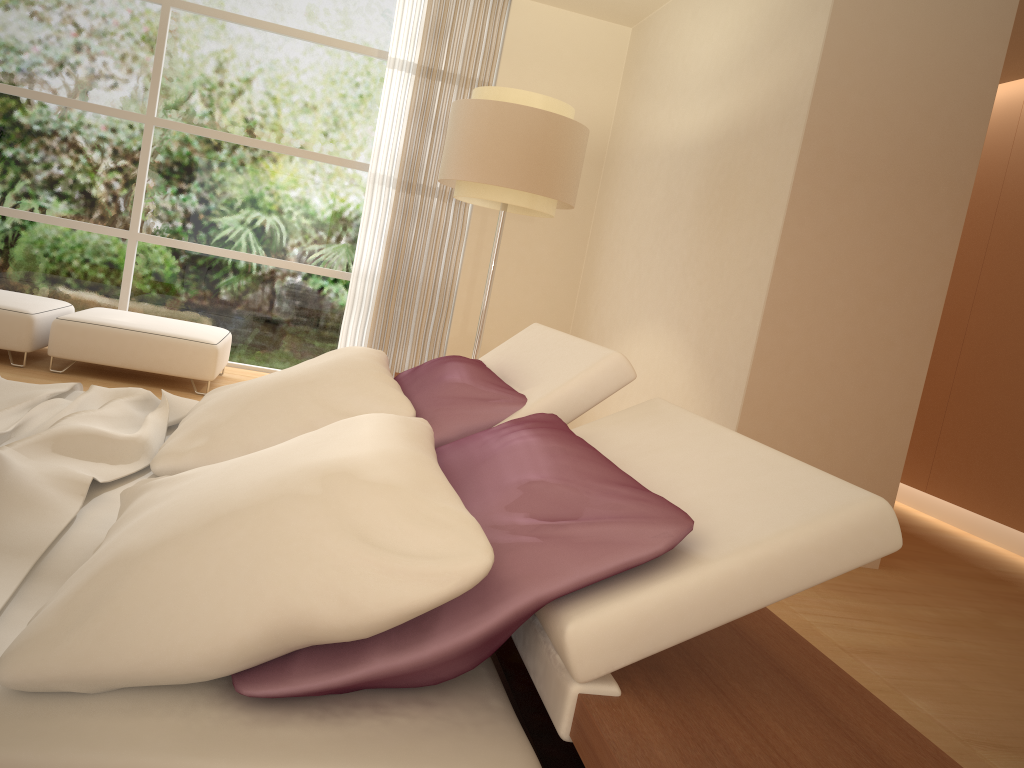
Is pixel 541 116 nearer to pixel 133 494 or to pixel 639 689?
pixel 133 494

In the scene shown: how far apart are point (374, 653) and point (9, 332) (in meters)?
4.90

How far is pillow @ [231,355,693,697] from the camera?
1.1m

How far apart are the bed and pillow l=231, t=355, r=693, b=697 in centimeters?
1cm

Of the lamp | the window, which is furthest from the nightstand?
the window

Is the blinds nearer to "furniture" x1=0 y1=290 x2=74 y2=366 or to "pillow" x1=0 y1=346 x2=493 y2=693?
"furniture" x1=0 y1=290 x2=74 y2=366

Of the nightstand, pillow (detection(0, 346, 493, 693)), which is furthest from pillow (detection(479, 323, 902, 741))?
pillow (detection(0, 346, 493, 693))

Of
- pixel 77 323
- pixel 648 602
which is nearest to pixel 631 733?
pixel 648 602

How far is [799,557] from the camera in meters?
1.2

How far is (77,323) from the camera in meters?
5.2 m
